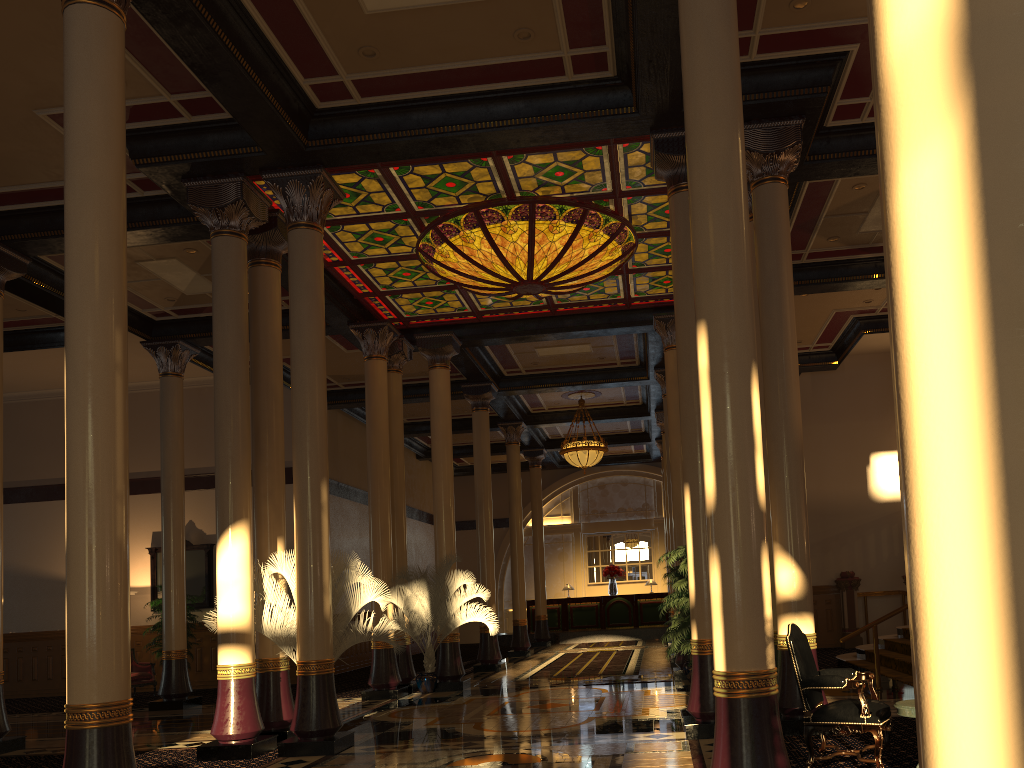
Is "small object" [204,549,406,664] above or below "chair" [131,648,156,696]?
above

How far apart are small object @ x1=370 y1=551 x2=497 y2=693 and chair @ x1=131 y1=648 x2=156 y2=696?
5.66m

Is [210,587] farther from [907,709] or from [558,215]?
[907,709]

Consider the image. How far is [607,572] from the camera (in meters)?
26.69

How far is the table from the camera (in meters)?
5.36

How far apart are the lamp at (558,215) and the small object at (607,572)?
15.68m

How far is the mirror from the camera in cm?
1747

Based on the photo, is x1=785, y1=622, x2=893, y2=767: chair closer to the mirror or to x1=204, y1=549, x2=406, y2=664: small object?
x1=204, y1=549, x2=406, y2=664: small object

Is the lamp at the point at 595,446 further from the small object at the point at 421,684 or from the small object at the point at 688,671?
the small object at the point at 688,671

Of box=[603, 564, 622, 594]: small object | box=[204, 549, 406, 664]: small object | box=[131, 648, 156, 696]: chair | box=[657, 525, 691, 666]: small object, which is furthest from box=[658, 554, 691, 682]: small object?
box=[603, 564, 622, 594]: small object
